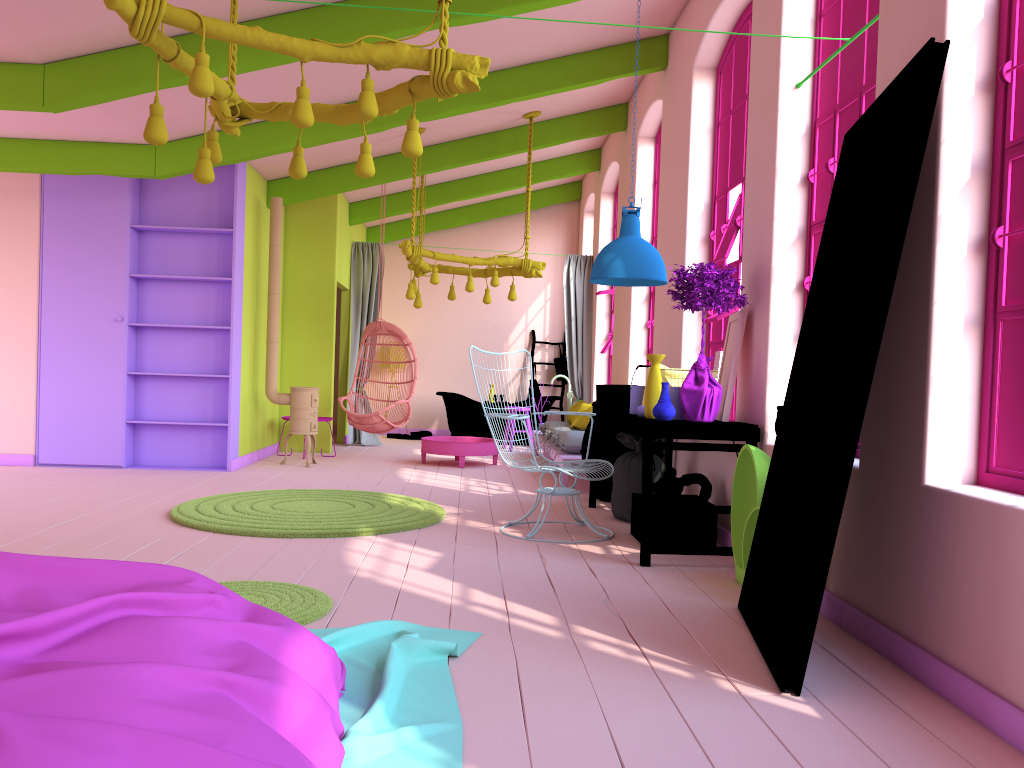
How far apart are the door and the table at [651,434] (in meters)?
0.91

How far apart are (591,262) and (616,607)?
8.76m

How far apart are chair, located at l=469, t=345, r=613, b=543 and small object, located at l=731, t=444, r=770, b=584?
1.2m

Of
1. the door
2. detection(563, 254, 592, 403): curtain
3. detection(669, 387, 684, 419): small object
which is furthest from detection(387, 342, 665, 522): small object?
the door

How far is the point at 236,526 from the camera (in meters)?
5.52

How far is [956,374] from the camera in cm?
325

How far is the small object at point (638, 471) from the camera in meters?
6.4

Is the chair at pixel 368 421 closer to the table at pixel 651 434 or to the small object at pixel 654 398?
the table at pixel 651 434

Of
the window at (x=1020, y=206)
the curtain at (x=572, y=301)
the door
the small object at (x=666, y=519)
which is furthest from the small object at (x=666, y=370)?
the curtain at (x=572, y=301)

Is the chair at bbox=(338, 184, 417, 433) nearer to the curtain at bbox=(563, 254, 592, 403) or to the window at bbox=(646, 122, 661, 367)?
the curtain at bbox=(563, 254, 592, 403)
